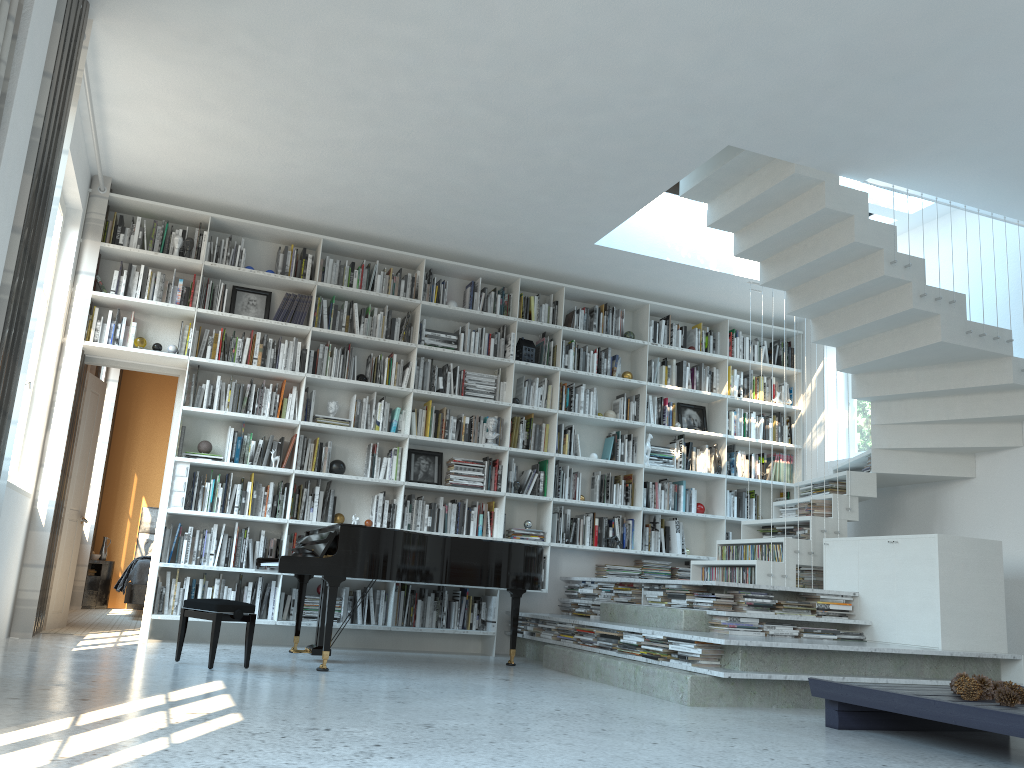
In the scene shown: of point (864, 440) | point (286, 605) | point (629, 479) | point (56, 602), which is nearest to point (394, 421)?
point (286, 605)

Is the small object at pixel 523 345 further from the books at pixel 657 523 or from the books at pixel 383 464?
the books at pixel 657 523

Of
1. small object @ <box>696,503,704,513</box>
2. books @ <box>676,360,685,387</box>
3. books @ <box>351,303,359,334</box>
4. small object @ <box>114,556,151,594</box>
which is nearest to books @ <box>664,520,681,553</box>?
small object @ <box>696,503,704,513</box>

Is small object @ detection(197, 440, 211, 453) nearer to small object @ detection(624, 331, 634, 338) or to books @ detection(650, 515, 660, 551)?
small object @ detection(624, 331, 634, 338)

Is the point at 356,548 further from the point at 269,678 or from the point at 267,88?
the point at 267,88

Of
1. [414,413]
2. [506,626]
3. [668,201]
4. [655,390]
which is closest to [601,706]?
[506,626]

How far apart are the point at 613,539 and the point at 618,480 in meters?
0.6 m

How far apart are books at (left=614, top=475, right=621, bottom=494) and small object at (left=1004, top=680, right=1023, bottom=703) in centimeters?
422cm

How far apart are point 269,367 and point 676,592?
3.4m

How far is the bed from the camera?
8.2 meters
